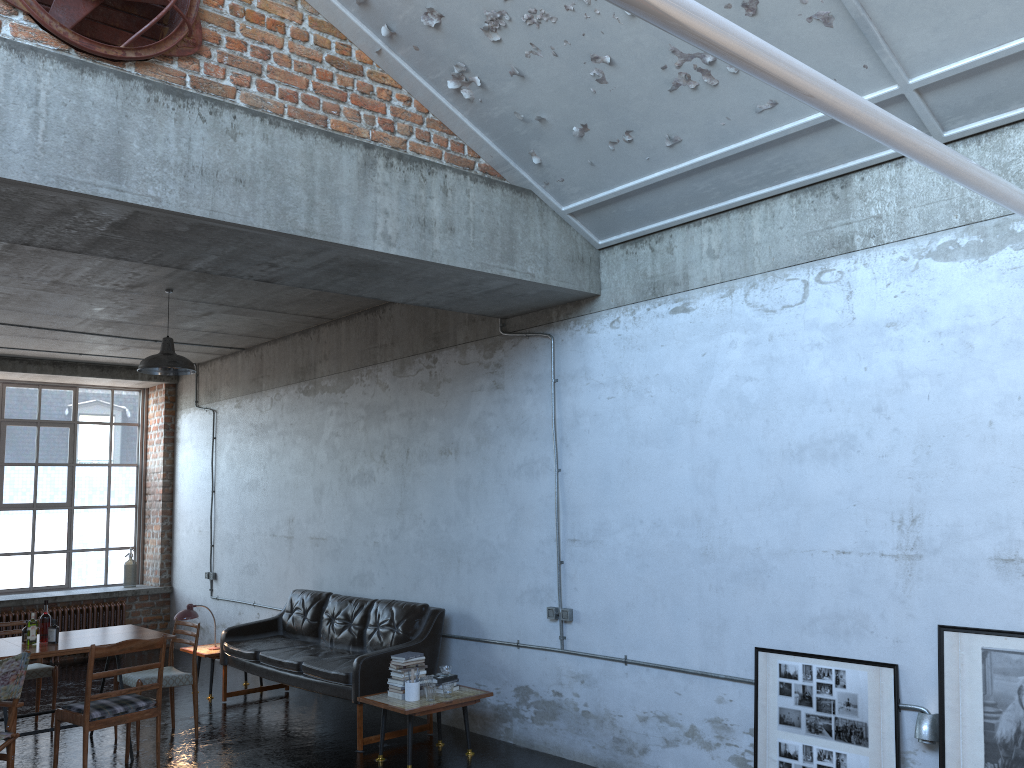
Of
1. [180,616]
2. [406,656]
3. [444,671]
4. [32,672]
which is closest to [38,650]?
[32,672]

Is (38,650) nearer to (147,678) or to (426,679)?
(147,678)

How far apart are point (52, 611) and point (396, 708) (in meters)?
7.07

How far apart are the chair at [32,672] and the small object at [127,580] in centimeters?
434cm

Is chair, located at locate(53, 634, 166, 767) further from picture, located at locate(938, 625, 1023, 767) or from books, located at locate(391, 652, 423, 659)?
picture, located at locate(938, 625, 1023, 767)

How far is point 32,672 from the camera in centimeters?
773cm

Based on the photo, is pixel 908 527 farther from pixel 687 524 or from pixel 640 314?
pixel 640 314

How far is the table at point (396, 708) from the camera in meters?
6.4

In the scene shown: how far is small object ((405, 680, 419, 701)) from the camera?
6.6 meters

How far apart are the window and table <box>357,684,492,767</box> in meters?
7.5 m
